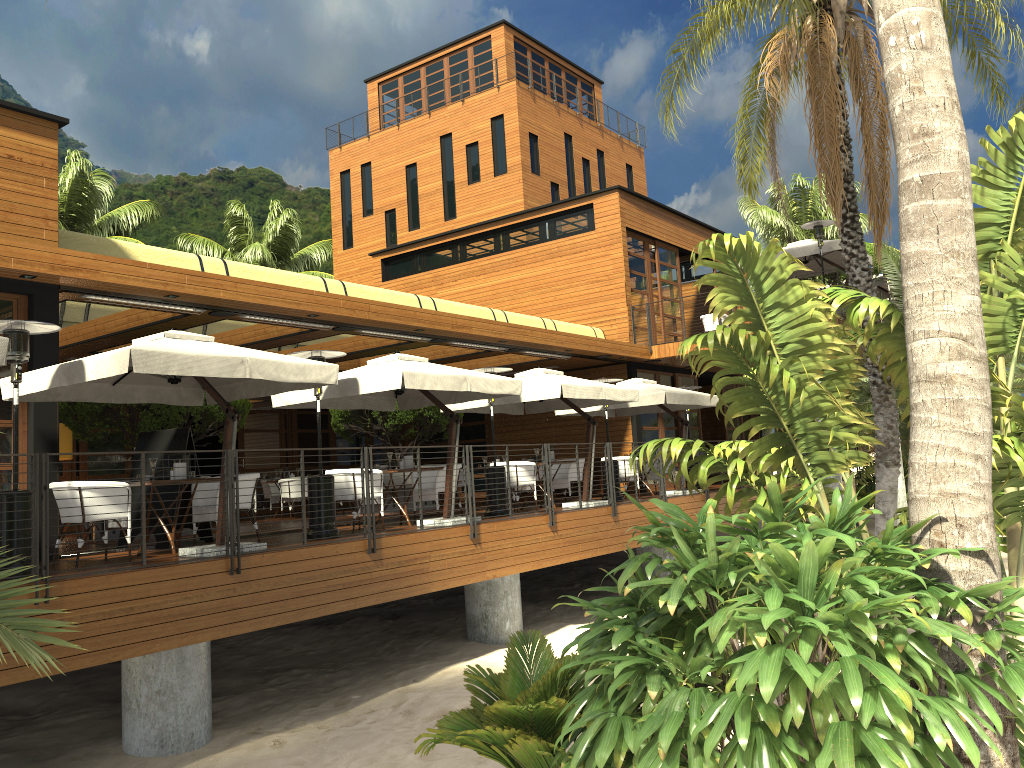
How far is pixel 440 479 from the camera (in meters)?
12.21

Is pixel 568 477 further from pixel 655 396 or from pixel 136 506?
pixel 136 506

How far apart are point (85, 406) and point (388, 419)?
5.4 meters

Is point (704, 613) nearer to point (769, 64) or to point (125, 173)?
point (769, 64)

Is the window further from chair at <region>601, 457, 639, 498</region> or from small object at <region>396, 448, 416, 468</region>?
small object at <region>396, 448, 416, 468</region>

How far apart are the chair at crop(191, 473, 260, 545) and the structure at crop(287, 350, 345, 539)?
0.7m

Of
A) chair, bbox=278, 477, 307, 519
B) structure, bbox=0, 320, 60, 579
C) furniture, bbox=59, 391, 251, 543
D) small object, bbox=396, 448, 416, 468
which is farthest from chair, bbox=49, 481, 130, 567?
chair, bbox=278, 477, 307, 519

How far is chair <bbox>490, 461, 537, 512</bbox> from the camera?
13.7m

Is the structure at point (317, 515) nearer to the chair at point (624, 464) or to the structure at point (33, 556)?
the structure at point (33, 556)

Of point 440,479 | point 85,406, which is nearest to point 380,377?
point 440,479
